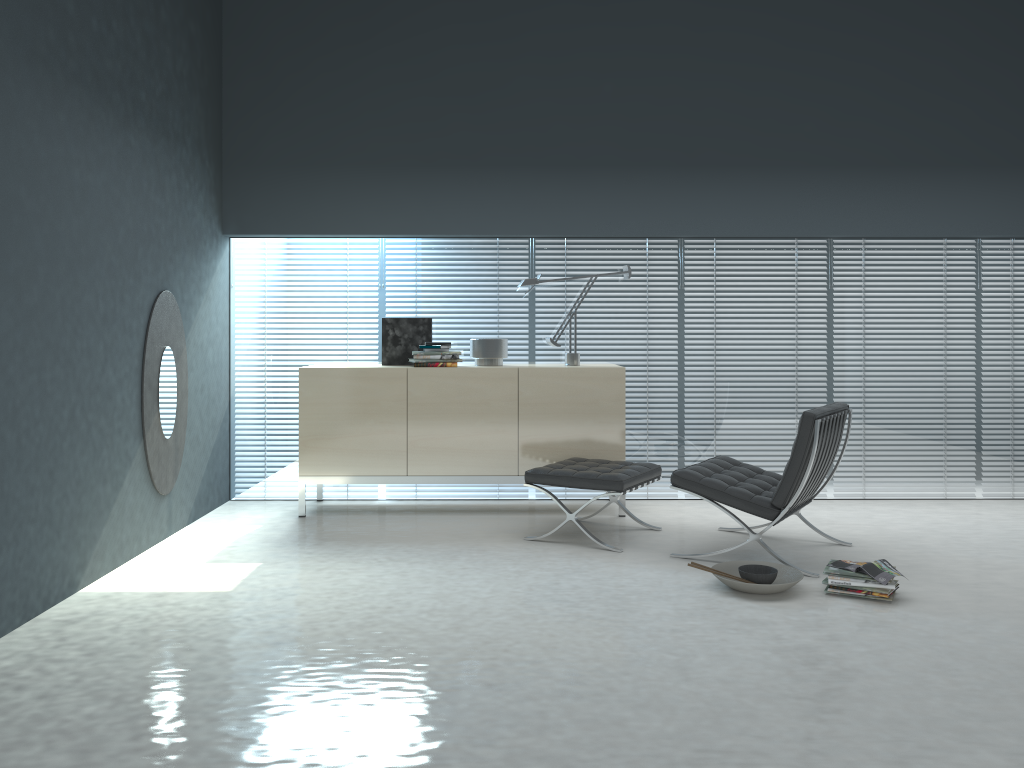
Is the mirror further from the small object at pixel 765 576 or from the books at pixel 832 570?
the books at pixel 832 570

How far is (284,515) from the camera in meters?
5.4

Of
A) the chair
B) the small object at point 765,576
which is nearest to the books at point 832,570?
the small object at point 765,576

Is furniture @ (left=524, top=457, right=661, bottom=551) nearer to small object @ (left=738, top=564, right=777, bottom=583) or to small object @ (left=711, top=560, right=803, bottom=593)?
small object @ (left=711, top=560, right=803, bottom=593)

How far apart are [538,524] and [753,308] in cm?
205

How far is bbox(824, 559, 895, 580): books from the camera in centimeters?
373cm

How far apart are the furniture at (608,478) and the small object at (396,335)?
1.3m

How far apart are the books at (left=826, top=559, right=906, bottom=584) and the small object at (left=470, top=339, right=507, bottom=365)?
2.4m

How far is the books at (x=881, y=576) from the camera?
3.6m

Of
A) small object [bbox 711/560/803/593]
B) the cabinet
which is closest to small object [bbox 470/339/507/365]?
the cabinet
